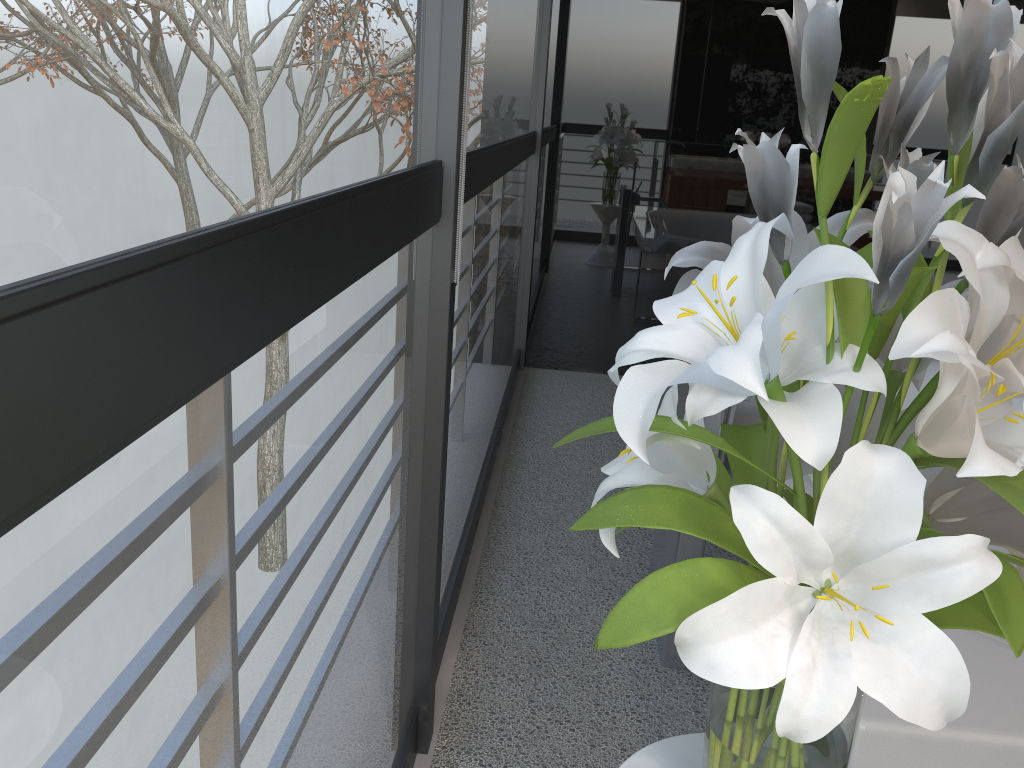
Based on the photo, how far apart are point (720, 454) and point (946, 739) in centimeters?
89cm

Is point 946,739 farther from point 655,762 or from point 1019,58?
point 1019,58

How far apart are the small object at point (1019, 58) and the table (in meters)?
0.14

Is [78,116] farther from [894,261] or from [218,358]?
[894,261]

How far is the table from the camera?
0.99m

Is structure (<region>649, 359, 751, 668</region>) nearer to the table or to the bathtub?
the bathtub

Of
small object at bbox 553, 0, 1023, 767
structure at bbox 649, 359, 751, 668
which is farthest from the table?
structure at bbox 649, 359, 751, 668

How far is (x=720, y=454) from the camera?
1.9m

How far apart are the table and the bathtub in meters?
0.2 m

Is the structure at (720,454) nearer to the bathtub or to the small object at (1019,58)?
the bathtub
